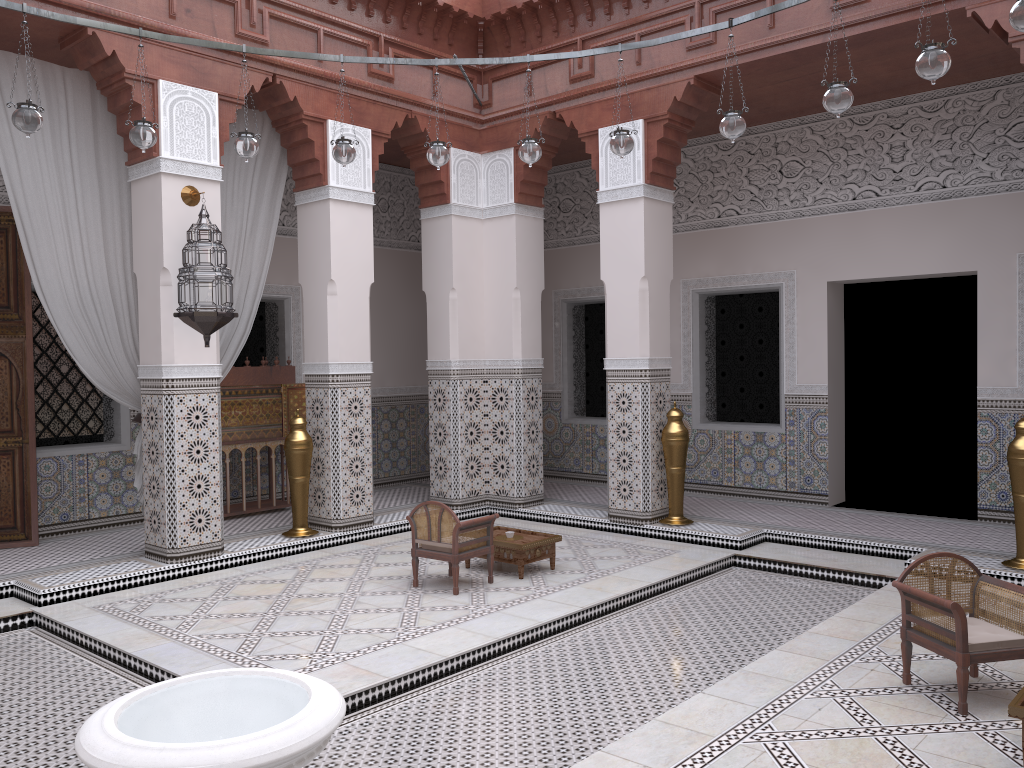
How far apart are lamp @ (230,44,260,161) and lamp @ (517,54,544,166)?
0.85m

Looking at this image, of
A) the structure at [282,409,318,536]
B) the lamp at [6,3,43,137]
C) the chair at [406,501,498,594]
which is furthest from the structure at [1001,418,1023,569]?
the lamp at [6,3,43,137]

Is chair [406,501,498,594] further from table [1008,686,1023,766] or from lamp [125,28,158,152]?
table [1008,686,1023,766]

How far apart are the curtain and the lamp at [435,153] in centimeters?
122cm

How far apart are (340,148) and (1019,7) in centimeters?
193cm

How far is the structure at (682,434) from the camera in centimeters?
389cm

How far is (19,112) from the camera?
2.4 meters

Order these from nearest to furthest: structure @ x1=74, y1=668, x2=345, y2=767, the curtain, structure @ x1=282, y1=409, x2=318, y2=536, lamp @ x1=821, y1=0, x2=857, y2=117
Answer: structure @ x1=74, y1=668, x2=345, y2=767, lamp @ x1=821, y1=0, x2=857, y2=117, the curtain, structure @ x1=282, y1=409, x2=318, y2=536

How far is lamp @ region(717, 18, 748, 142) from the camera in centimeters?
263cm

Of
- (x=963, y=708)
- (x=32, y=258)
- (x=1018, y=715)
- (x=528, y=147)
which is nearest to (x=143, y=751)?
(x=1018, y=715)
